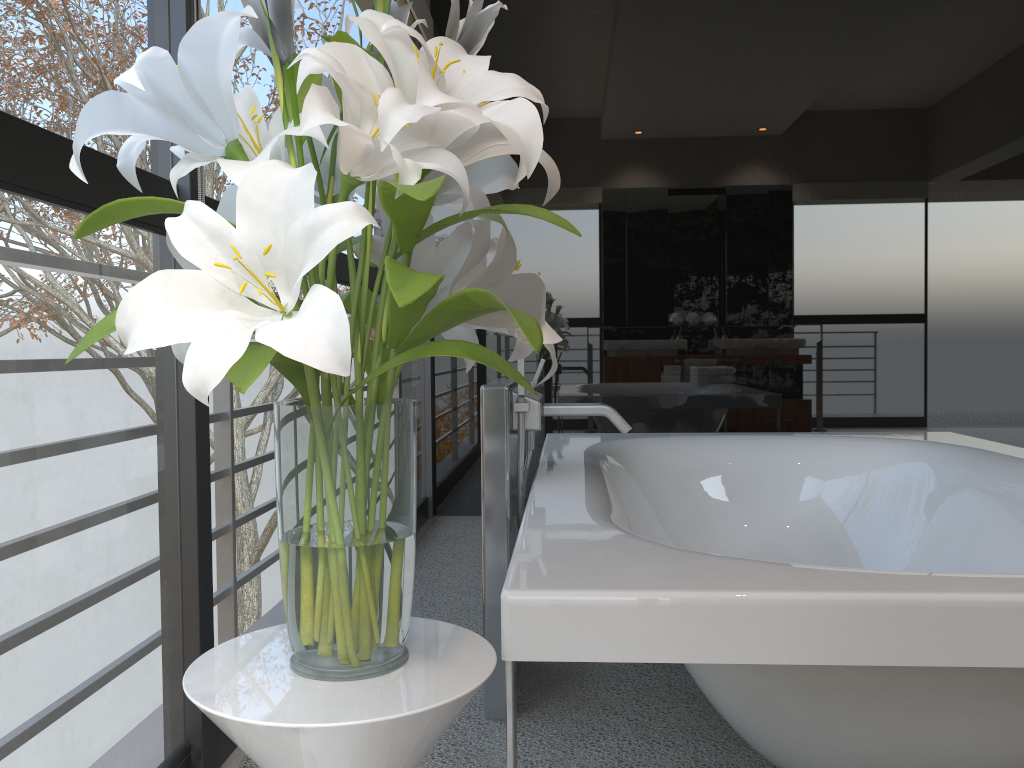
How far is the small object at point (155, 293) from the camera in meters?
0.7

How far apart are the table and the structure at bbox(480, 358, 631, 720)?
0.9 meters

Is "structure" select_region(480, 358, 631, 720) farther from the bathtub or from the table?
the table

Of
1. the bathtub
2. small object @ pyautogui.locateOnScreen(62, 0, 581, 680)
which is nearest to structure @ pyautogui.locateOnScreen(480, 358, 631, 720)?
the bathtub

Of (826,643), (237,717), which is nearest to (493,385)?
(826,643)

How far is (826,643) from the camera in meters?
1.0

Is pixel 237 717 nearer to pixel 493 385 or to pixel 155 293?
pixel 155 293

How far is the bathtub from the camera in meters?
1.0 m

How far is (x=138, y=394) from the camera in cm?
207

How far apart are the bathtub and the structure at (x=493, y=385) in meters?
0.0 m
